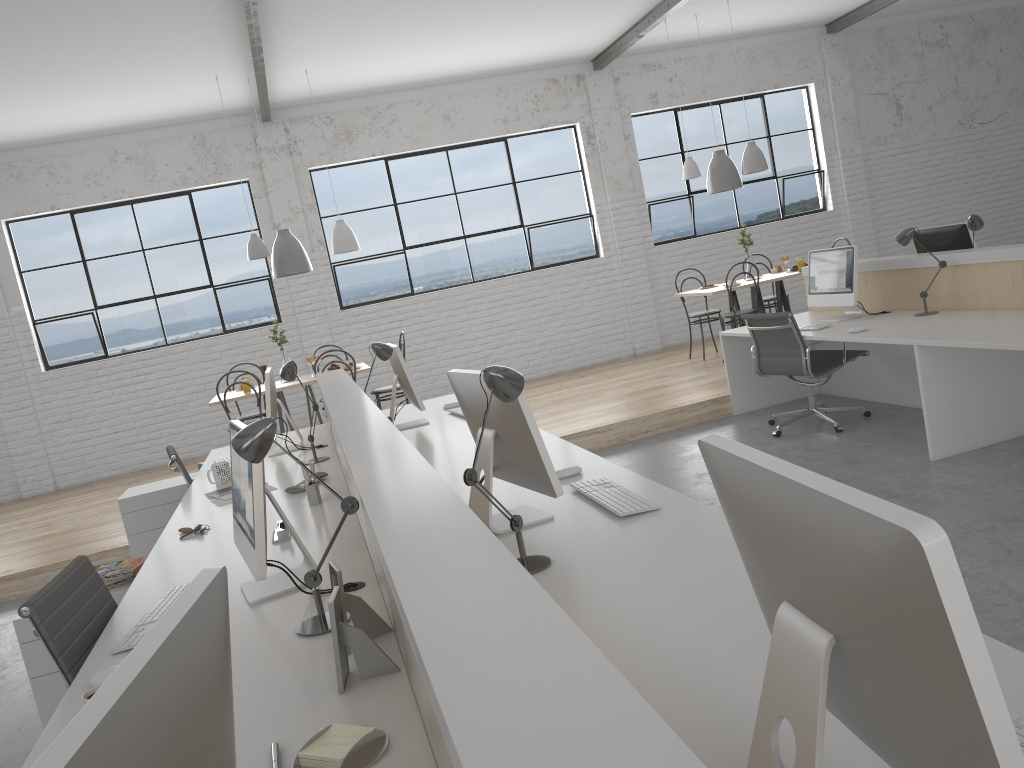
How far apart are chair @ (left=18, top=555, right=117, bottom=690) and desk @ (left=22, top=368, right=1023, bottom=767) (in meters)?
0.04

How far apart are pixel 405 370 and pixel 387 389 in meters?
2.2 m

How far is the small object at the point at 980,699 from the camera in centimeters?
59cm

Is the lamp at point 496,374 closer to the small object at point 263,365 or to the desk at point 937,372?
the desk at point 937,372

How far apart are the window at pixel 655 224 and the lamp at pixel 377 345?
4.7 meters

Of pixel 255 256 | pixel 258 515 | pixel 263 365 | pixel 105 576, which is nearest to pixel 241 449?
pixel 258 515

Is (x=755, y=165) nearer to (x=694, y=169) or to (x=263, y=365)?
(x=694, y=169)

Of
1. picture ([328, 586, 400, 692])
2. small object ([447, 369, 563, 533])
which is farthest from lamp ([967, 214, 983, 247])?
picture ([328, 586, 400, 692])

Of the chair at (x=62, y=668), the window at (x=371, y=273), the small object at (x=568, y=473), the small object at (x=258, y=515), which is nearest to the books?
the chair at (x=62, y=668)

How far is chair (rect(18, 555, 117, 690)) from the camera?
1.8 meters
